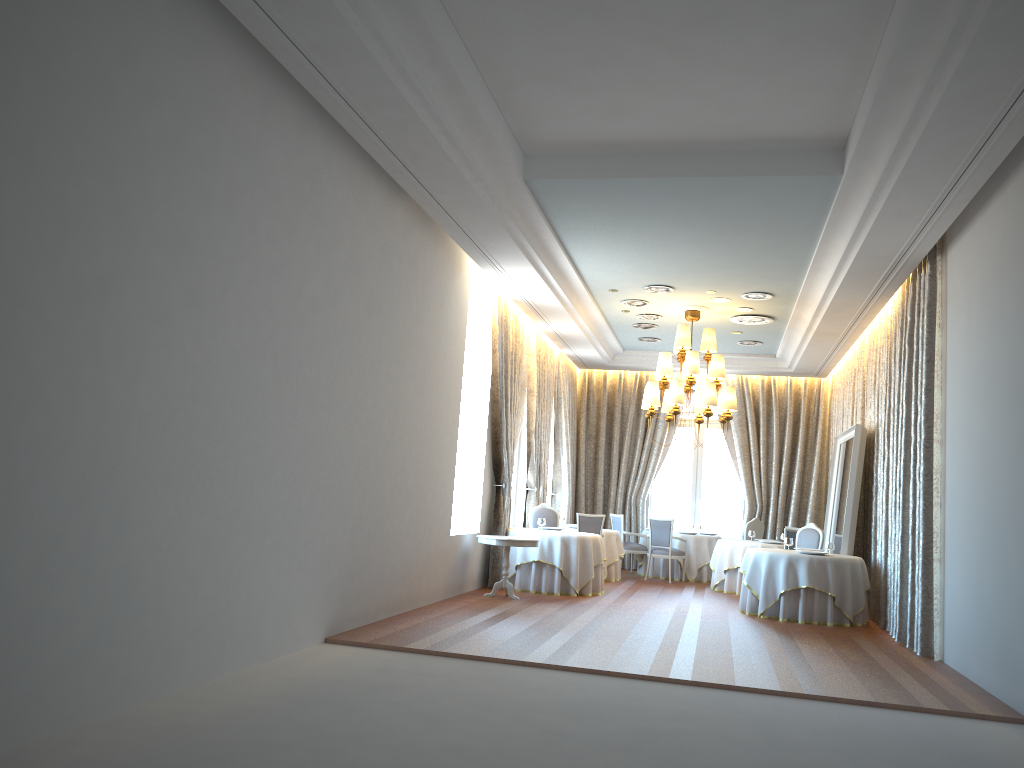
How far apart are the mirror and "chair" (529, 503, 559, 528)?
4.2 meters

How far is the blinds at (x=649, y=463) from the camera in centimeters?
1803cm

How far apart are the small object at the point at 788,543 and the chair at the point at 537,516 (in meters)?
3.69

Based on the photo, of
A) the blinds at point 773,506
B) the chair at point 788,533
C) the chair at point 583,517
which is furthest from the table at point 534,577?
the blinds at point 773,506

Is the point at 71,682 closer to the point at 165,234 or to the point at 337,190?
the point at 165,234

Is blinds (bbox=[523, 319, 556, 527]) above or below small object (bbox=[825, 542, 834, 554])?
above

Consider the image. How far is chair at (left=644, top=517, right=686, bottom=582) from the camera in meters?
15.6 m

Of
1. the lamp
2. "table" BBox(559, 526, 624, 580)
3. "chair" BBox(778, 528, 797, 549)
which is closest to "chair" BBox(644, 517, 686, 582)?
"table" BBox(559, 526, 624, 580)

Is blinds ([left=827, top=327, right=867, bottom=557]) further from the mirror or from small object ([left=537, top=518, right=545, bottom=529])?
small object ([left=537, top=518, right=545, bottom=529])

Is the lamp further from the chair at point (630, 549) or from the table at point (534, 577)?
the chair at point (630, 549)
